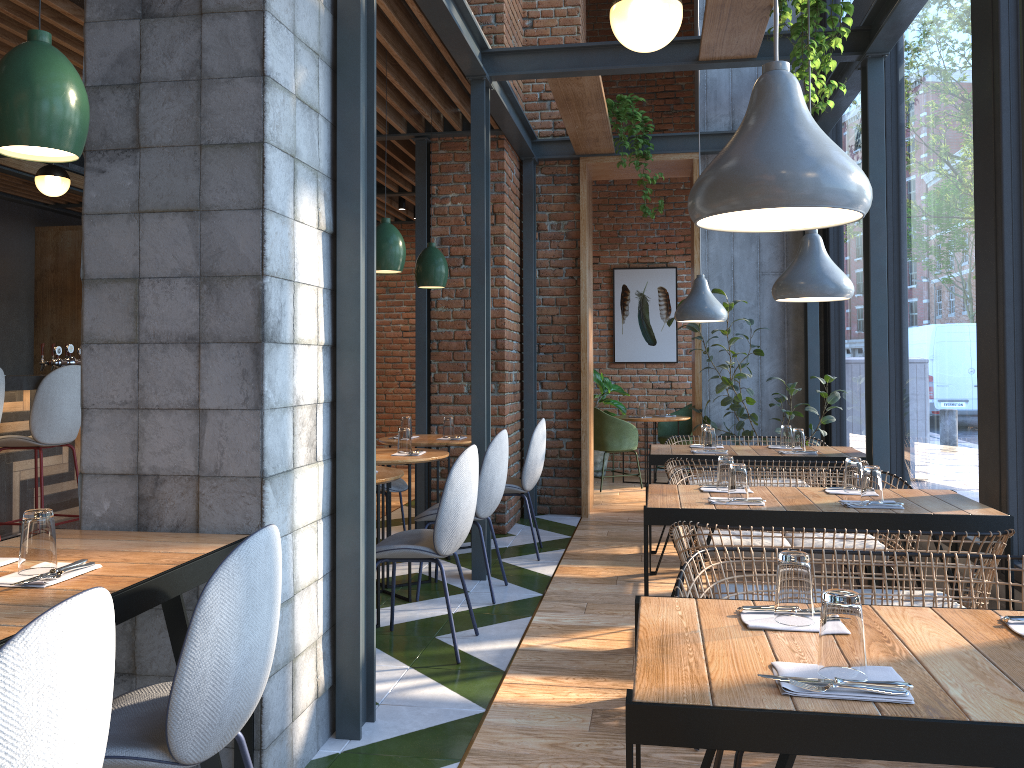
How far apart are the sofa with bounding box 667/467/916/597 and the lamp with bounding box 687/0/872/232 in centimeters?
231cm

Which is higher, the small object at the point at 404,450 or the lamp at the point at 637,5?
the lamp at the point at 637,5

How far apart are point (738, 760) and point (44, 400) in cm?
450

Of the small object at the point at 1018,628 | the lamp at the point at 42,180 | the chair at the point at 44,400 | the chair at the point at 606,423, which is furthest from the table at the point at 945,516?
the lamp at the point at 42,180

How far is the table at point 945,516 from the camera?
3.1 meters

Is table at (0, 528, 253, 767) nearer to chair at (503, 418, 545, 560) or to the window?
the window

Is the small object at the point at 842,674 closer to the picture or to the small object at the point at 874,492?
the small object at the point at 874,492

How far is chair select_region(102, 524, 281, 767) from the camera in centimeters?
177cm

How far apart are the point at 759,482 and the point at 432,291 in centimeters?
309cm

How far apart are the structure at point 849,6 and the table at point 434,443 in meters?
2.8
